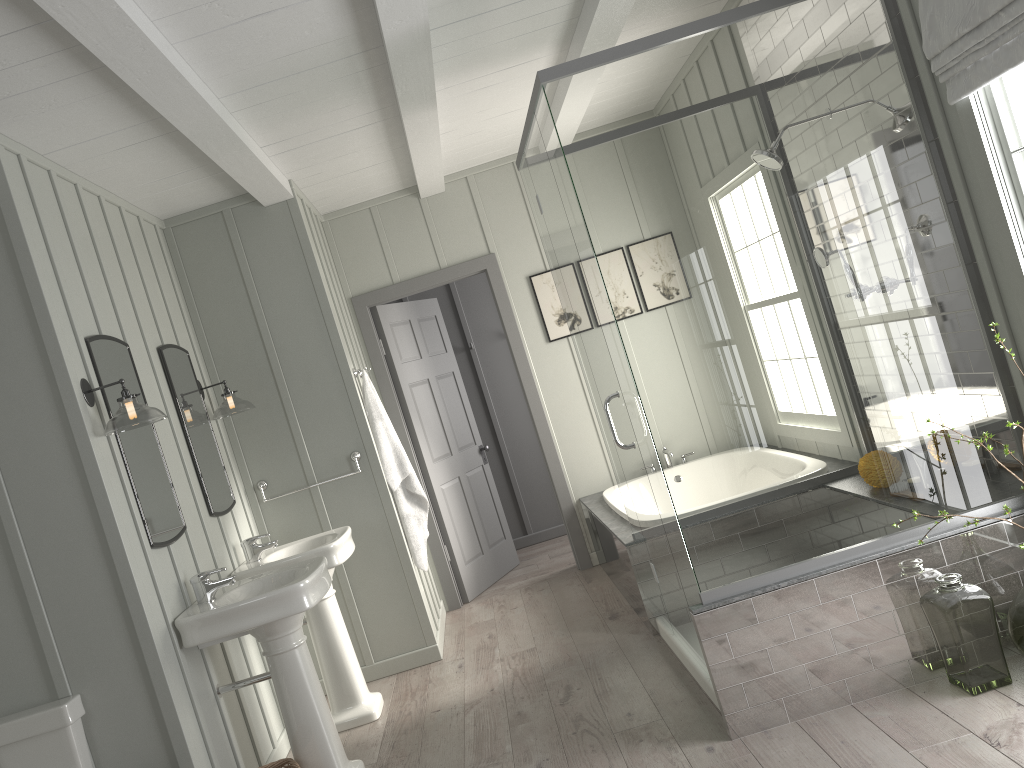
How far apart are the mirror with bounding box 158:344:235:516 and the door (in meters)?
1.56

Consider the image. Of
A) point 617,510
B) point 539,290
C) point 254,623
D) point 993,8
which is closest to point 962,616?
point 993,8

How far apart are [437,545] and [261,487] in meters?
1.5

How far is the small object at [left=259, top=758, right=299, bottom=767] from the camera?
3.38m

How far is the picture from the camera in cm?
591

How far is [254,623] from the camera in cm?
324

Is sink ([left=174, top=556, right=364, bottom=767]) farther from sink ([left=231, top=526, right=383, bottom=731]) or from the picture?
the picture

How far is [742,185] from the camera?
3.1 meters

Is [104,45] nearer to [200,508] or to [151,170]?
[151,170]

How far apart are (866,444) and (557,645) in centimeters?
209cm
